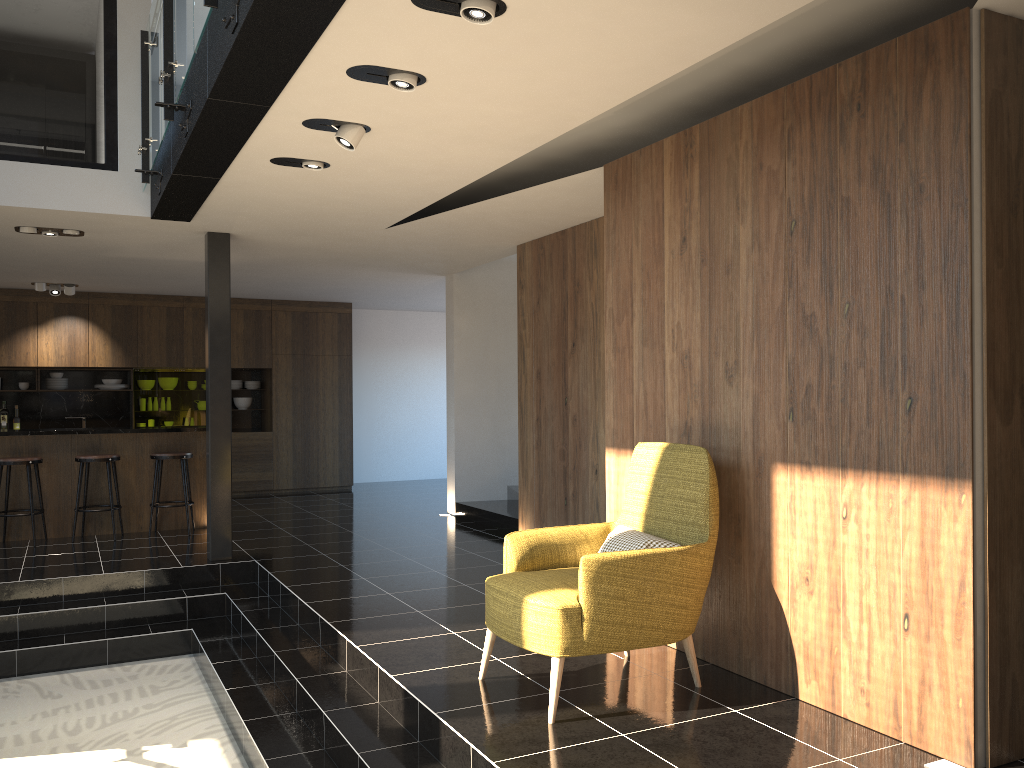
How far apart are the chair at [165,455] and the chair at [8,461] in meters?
1.0 m

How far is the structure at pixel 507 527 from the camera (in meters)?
8.68

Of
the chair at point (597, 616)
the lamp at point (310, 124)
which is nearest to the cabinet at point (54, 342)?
the lamp at point (310, 124)

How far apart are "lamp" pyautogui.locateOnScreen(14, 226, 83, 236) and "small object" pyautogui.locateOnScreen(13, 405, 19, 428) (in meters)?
5.24

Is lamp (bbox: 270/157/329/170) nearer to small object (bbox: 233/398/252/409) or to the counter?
the counter

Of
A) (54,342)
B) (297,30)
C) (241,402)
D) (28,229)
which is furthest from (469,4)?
(241,402)

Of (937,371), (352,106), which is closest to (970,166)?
(937,371)

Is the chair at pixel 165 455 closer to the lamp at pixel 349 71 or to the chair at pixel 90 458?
the chair at pixel 90 458

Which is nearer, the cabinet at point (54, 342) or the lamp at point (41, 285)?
the lamp at point (41, 285)

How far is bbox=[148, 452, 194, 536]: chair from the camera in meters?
8.5 m
